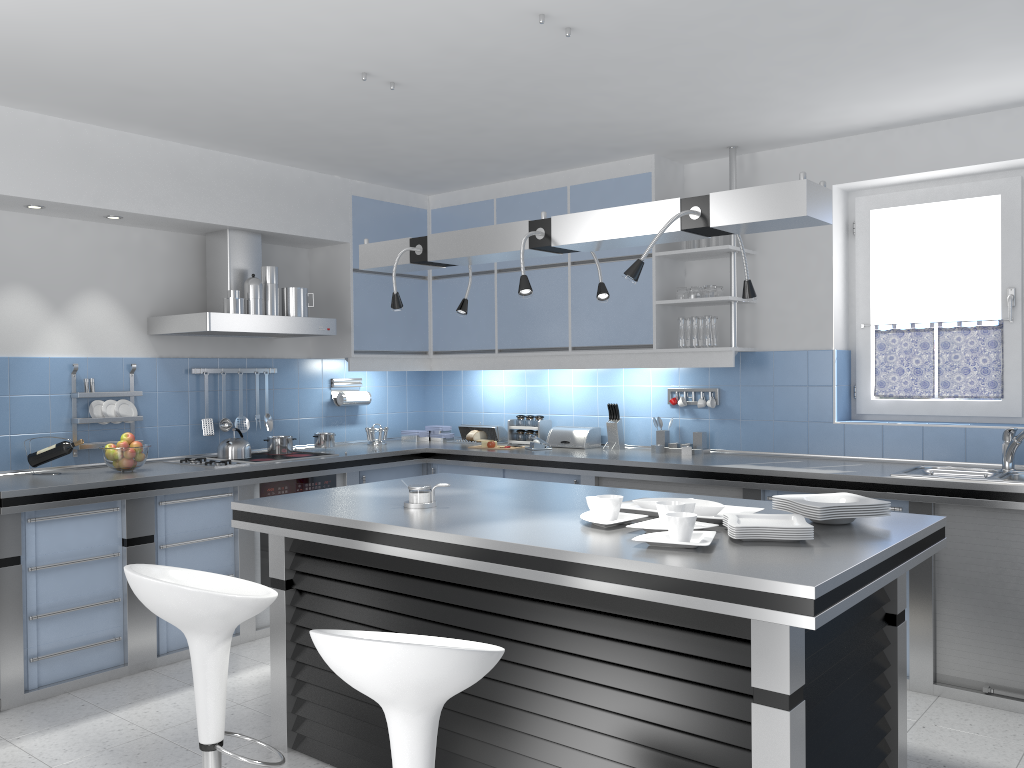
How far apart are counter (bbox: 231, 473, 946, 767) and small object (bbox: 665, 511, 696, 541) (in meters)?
0.07

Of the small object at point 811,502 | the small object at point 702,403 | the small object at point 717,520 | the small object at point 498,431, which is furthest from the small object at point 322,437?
the small object at point 811,502

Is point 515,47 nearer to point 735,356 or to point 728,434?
point 735,356

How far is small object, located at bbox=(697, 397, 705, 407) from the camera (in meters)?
5.28

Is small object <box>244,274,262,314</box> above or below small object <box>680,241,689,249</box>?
below

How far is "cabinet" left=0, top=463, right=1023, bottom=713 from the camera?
3.8m

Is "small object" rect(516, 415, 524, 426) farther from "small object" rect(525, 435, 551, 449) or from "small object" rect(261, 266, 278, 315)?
"small object" rect(261, 266, 278, 315)

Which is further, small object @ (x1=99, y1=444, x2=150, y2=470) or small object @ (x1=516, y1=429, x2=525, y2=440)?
small object @ (x1=516, y1=429, x2=525, y2=440)

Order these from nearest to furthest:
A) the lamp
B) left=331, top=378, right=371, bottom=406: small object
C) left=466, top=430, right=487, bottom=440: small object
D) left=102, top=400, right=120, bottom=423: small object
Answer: the lamp < left=102, top=400, right=120, bottom=423: small object < left=331, top=378, right=371, bottom=406: small object < left=466, top=430, right=487, bottom=440: small object

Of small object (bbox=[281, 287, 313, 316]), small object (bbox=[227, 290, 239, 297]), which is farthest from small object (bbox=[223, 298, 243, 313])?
small object (bbox=[281, 287, 313, 316])
